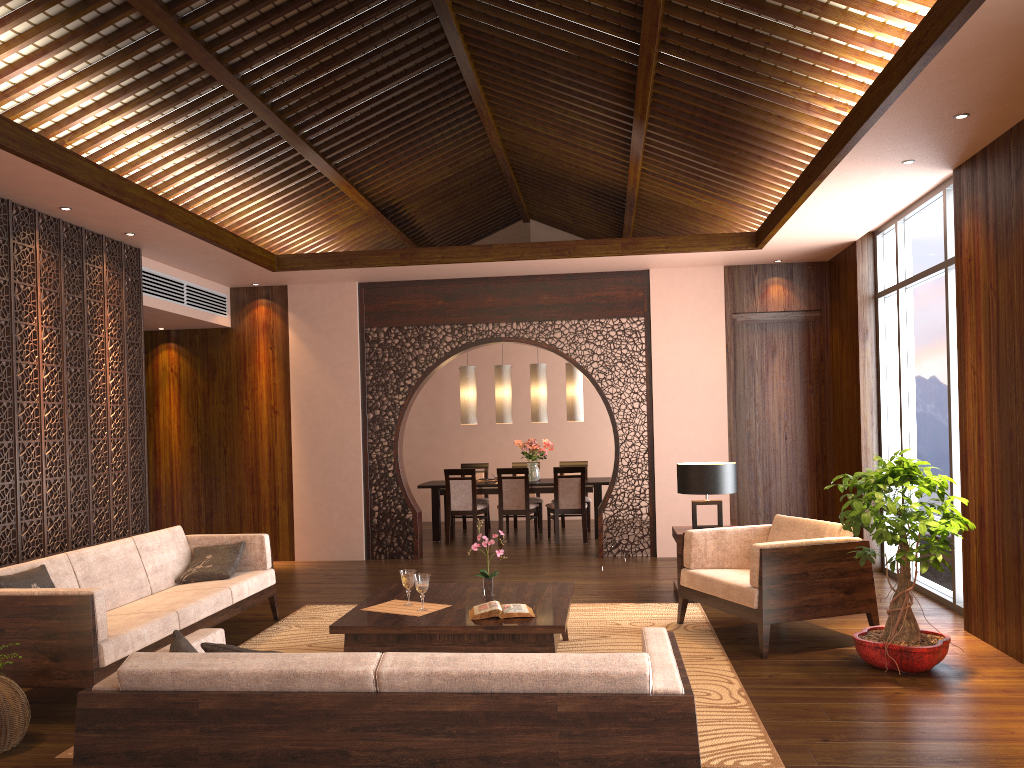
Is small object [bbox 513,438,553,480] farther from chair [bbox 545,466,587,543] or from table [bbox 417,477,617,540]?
chair [bbox 545,466,587,543]

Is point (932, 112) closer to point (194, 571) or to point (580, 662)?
point (580, 662)

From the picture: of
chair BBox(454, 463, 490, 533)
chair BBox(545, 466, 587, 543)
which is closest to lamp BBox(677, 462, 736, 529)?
chair BBox(545, 466, 587, 543)

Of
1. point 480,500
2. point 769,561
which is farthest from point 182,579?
point 480,500

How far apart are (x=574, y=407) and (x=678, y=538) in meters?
4.2

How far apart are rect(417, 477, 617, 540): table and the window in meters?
3.4

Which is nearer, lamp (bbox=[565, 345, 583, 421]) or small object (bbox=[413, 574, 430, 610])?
small object (bbox=[413, 574, 430, 610])

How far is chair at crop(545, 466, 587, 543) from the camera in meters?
9.8

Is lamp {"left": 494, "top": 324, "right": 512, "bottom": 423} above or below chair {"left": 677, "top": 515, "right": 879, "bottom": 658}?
above

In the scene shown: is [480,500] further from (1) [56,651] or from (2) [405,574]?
(1) [56,651]
